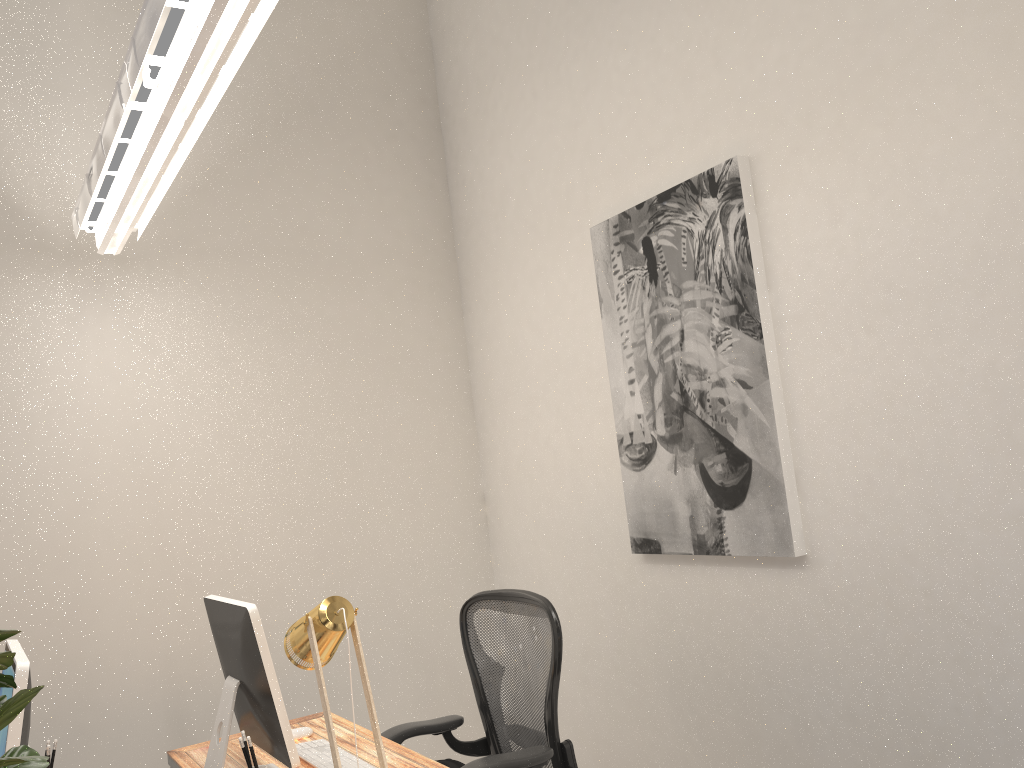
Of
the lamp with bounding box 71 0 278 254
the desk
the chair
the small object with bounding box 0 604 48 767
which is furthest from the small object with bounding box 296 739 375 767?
the lamp with bounding box 71 0 278 254

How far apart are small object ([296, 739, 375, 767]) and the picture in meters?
1.2 m

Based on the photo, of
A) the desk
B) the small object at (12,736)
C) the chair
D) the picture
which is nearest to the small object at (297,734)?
the desk

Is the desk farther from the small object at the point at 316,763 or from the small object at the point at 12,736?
the small object at the point at 12,736

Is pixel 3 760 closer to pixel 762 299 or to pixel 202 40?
pixel 202 40

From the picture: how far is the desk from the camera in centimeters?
238cm

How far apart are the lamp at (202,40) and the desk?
1.64m

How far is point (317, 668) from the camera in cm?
192

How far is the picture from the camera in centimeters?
260cm

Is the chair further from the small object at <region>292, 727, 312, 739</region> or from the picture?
the picture
